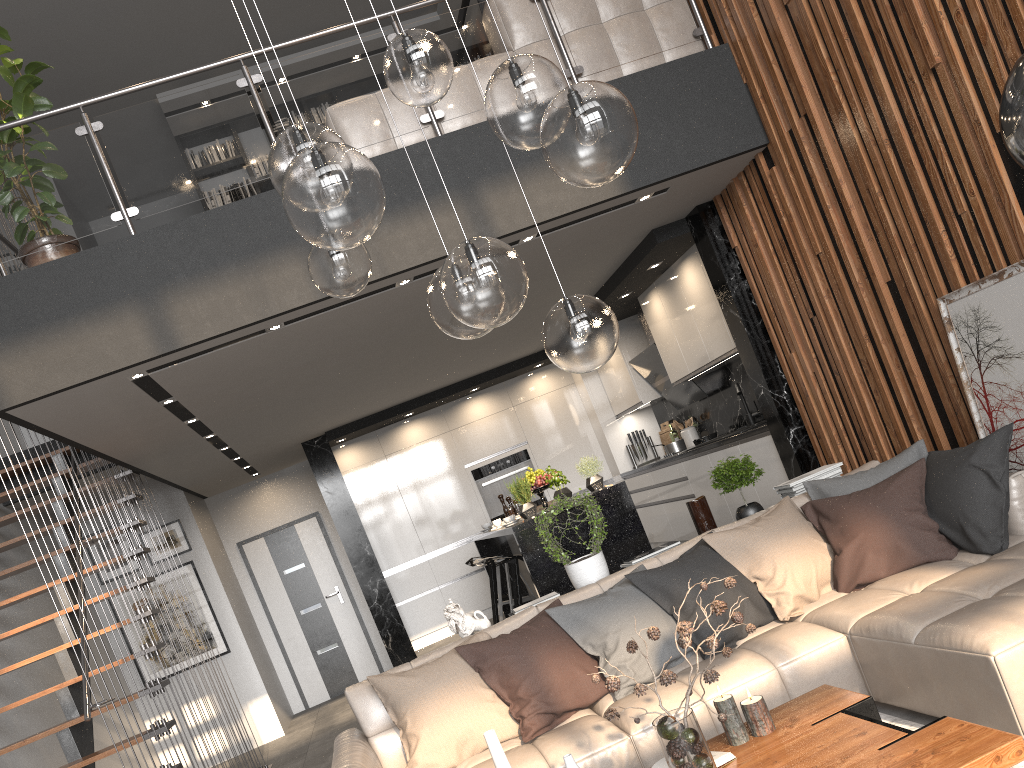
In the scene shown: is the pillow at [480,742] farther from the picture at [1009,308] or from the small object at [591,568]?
the picture at [1009,308]

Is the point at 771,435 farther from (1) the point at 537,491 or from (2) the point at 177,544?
(2) the point at 177,544

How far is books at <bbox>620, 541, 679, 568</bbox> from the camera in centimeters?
448cm

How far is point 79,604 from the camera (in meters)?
4.49

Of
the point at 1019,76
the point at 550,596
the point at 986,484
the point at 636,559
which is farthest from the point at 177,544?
the point at 1019,76

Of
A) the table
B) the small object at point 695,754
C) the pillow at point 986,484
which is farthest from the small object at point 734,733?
the pillow at point 986,484

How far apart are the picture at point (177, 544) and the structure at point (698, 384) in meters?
4.7 m

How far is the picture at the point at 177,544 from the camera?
8.5m

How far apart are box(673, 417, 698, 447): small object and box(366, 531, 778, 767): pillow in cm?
439

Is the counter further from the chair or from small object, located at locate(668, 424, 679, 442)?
the chair
